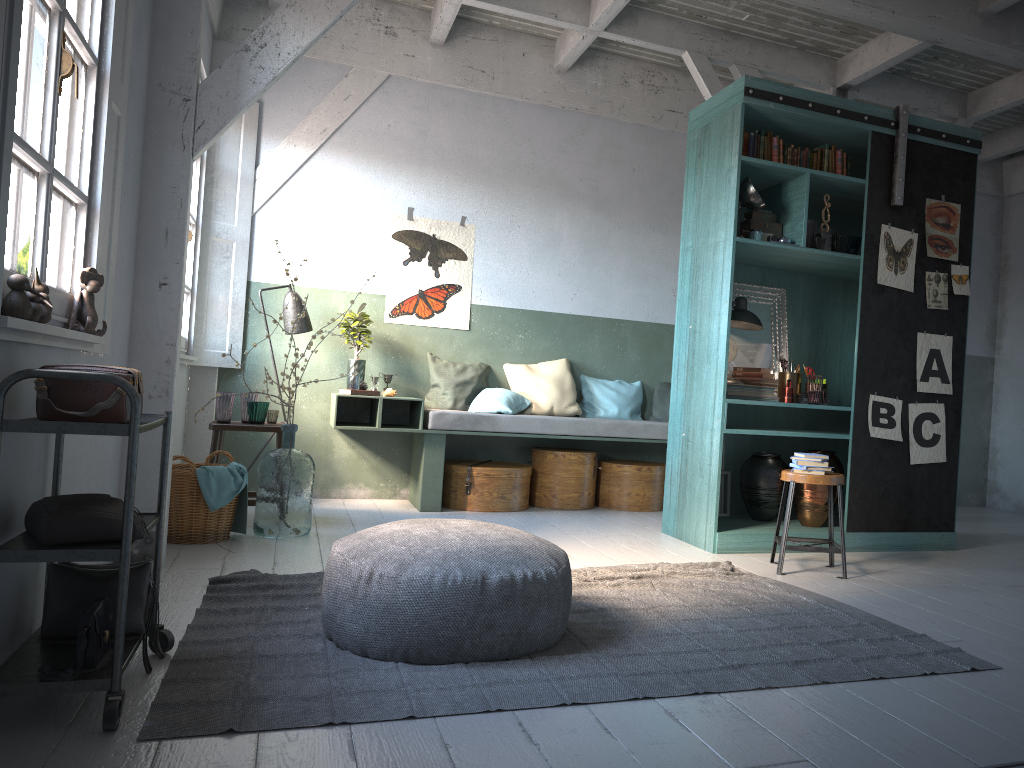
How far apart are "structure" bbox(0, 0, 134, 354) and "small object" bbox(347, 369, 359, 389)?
3.3 meters

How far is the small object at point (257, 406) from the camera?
6.54m

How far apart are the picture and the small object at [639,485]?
1.8m

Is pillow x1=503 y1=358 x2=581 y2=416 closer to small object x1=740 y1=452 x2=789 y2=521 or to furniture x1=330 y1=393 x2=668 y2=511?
furniture x1=330 y1=393 x2=668 y2=511

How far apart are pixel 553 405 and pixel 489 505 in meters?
1.2

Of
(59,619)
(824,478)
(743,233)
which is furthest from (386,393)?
(59,619)

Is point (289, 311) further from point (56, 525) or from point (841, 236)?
point (56, 525)

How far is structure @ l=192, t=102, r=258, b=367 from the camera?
7.51m

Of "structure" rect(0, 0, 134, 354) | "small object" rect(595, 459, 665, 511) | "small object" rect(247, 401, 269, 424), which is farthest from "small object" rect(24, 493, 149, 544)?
"small object" rect(595, 459, 665, 511)

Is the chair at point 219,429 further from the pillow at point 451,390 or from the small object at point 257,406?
the pillow at point 451,390
